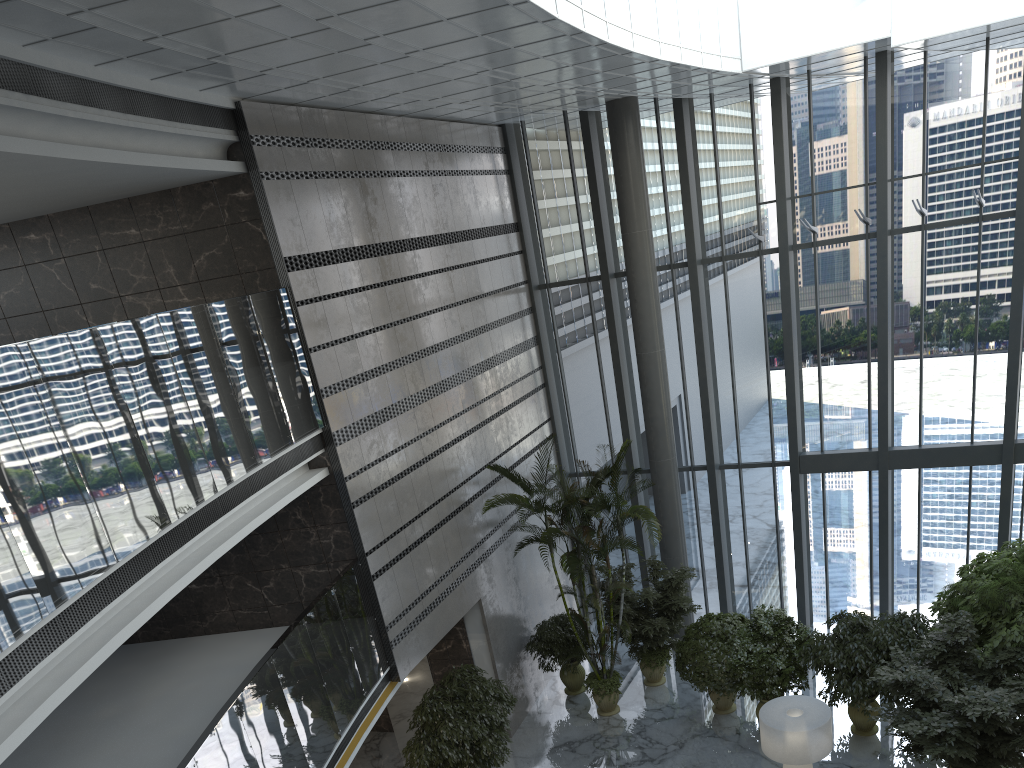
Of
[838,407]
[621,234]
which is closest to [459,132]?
[621,234]

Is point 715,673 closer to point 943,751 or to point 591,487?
point 591,487

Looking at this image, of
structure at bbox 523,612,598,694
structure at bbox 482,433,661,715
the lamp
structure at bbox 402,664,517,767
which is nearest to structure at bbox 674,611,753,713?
structure at bbox 482,433,661,715

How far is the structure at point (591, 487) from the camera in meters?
11.9

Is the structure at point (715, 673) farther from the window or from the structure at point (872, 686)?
the window

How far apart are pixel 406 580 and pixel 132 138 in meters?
5.9

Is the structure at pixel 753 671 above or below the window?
below

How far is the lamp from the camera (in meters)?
8.93

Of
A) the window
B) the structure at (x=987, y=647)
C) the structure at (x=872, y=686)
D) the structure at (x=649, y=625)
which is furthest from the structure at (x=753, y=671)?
the window

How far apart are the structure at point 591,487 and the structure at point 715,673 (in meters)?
0.97
